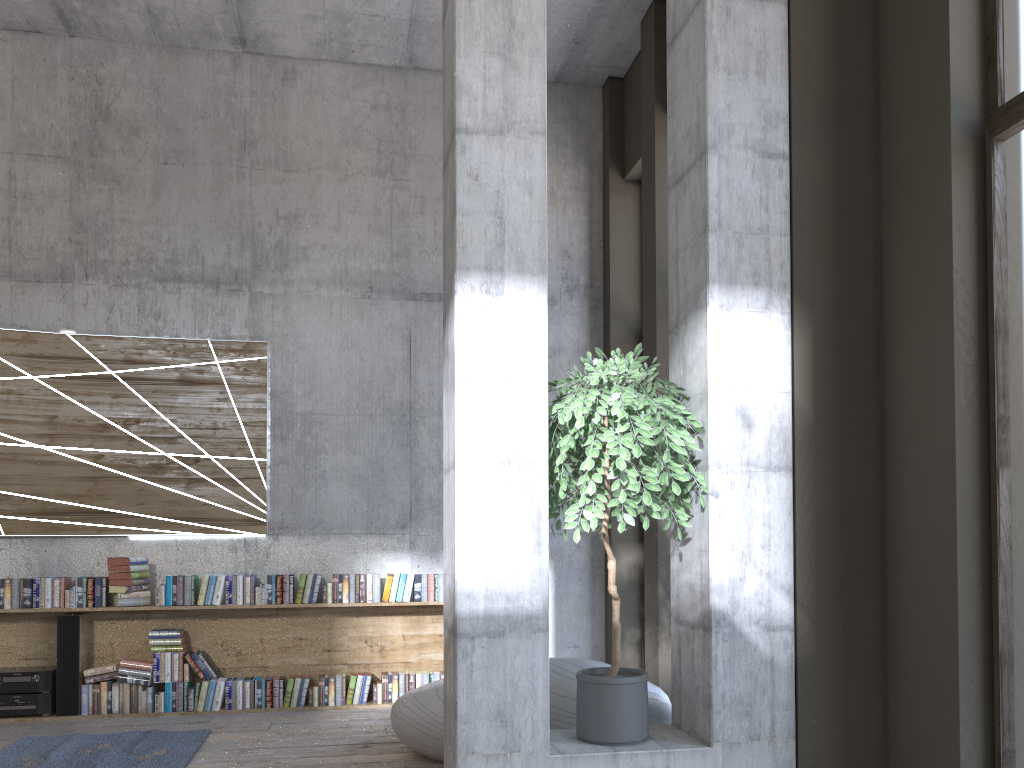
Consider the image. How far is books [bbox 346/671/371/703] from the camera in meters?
6.5

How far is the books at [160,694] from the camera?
6.20m

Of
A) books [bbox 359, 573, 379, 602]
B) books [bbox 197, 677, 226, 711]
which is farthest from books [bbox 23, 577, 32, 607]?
books [bbox 359, 573, 379, 602]

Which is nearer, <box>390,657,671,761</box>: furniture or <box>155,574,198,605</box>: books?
<box>390,657,671,761</box>: furniture

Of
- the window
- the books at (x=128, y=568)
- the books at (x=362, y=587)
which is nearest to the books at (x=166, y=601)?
the books at (x=128, y=568)

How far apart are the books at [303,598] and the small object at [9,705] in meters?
1.8

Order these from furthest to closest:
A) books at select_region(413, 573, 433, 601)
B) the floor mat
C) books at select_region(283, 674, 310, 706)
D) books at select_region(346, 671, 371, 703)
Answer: books at select_region(413, 573, 433, 601), books at select_region(346, 671, 371, 703), books at select_region(283, 674, 310, 706), the floor mat

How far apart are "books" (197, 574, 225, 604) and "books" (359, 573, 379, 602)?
1.01m

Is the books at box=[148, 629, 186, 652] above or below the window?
below

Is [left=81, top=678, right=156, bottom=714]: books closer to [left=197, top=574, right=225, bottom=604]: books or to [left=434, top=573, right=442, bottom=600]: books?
[left=197, top=574, right=225, bottom=604]: books
